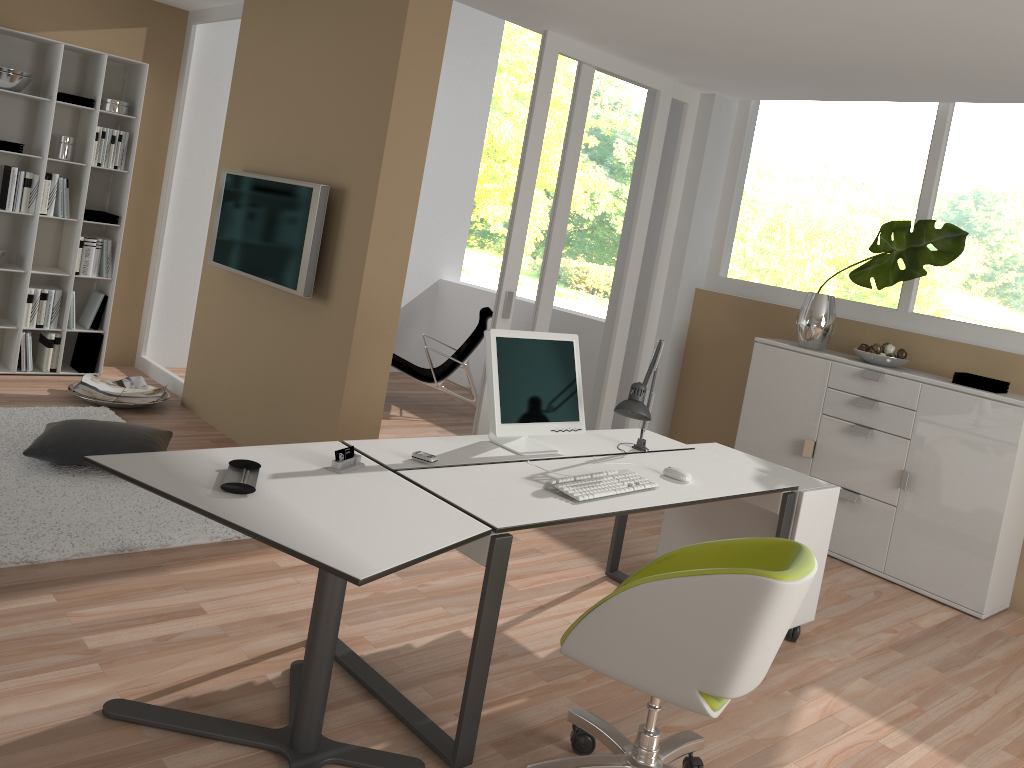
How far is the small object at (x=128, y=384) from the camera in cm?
575

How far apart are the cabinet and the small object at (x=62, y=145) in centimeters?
450cm

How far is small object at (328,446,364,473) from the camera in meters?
2.7

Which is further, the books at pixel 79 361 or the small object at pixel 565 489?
the books at pixel 79 361

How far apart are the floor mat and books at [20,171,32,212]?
1.4m

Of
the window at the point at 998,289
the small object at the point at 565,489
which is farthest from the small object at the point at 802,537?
the window at the point at 998,289

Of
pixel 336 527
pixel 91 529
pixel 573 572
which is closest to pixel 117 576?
pixel 91 529

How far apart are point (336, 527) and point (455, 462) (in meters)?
0.81

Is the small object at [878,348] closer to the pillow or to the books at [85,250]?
the pillow

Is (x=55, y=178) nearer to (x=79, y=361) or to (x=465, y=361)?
(x=79, y=361)
